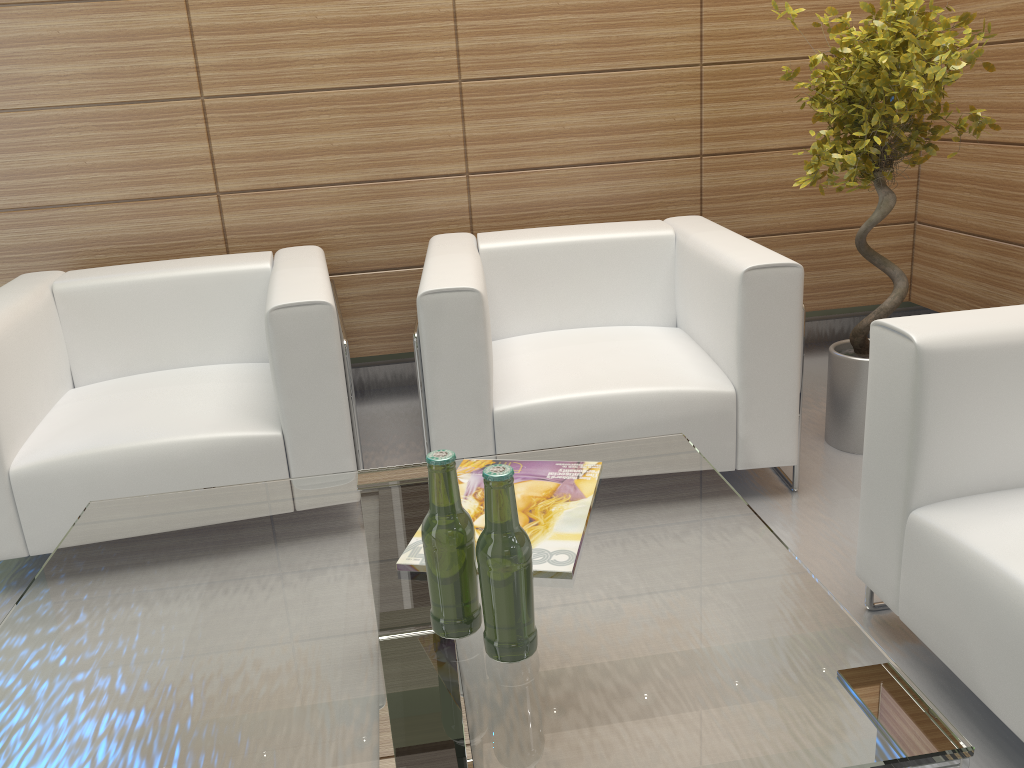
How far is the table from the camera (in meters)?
1.84

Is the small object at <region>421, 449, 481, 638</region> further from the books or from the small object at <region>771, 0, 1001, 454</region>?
the small object at <region>771, 0, 1001, 454</region>

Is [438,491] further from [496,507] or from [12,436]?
[12,436]

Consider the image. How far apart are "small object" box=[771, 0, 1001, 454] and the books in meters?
2.4

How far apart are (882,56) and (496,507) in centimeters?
357cm

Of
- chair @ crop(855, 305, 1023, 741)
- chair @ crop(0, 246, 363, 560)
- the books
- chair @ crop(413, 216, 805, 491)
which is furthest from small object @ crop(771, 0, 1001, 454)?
chair @ crop(0, 246, 363, 560)

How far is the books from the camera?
2.53m

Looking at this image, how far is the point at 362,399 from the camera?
6.48m

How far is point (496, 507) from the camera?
2.0 meters

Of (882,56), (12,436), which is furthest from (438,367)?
(882,56)
